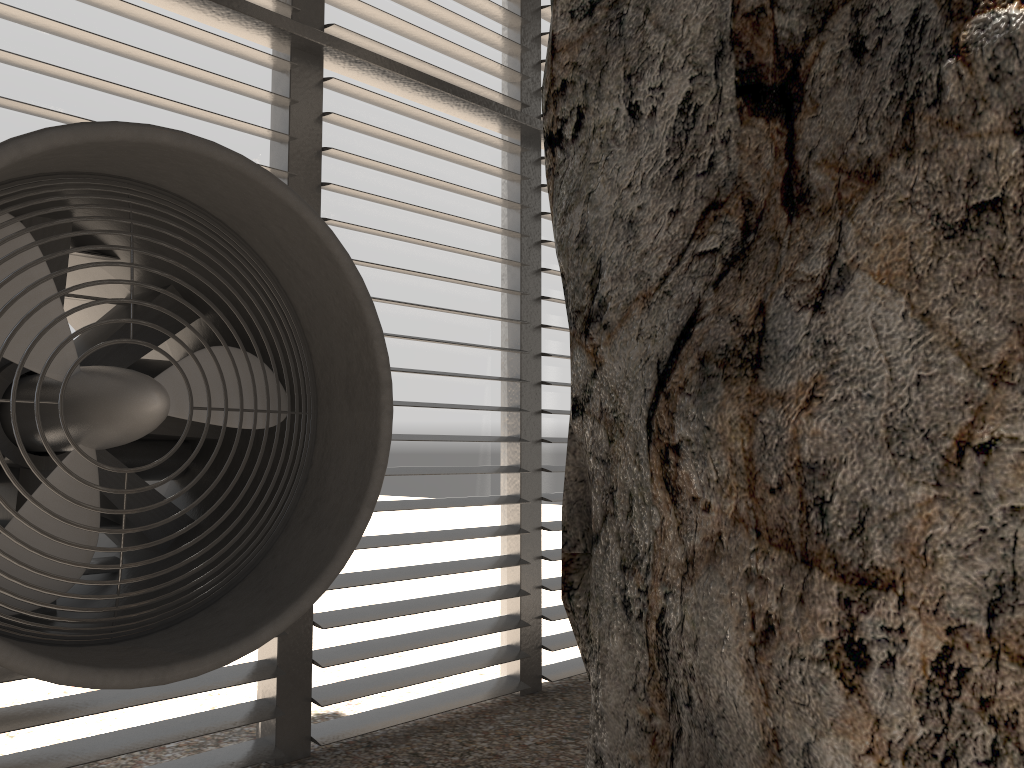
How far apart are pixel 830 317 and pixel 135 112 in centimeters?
319cm

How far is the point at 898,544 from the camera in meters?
2.3

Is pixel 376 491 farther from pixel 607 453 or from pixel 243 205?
pixel 243 205
